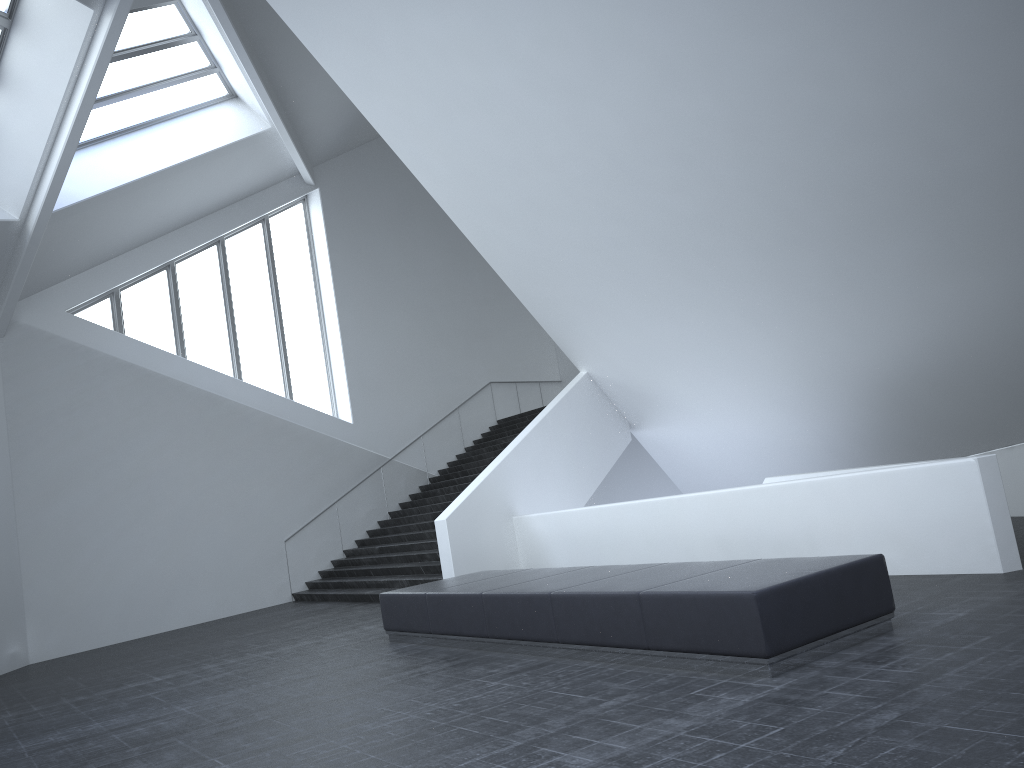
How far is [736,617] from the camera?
6.0m

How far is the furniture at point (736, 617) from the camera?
6.0m

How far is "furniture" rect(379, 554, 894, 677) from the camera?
6.0m
